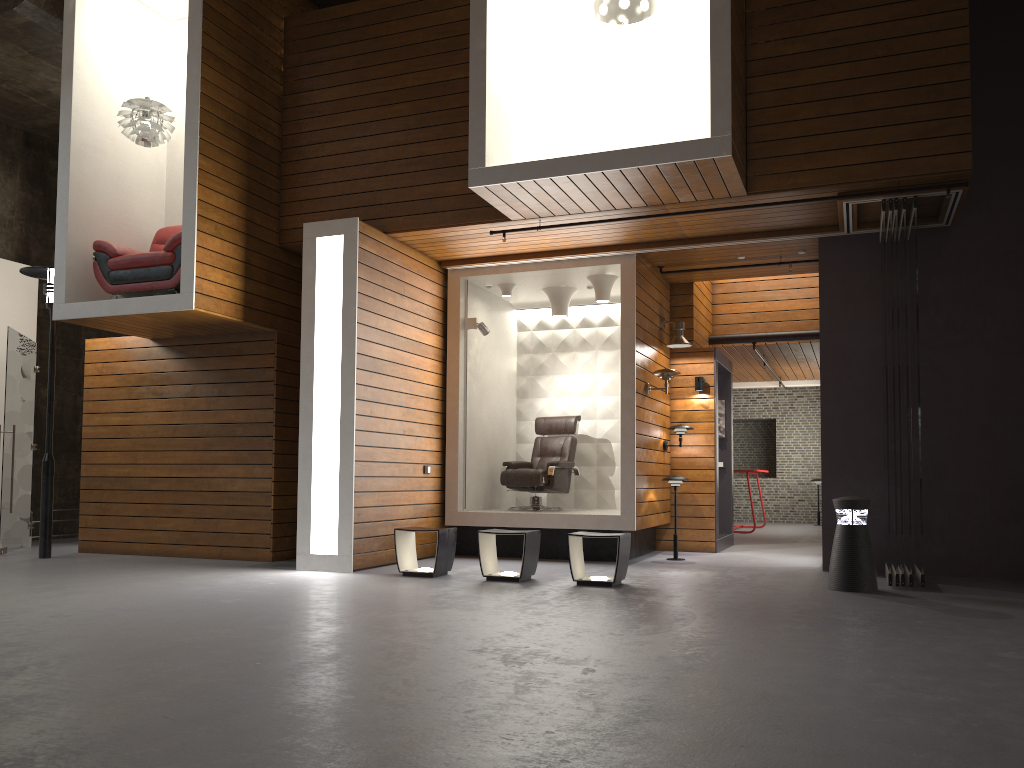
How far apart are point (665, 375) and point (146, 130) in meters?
5.4

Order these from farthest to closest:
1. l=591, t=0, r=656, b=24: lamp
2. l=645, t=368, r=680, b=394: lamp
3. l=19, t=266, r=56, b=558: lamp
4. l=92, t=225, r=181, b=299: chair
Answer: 1. l=645, t=368, r=680, b=394: lamp
2. l=19, t=266, r=56, b=558: lamp
3. l=92, t=225, r=181, b=299: chair
4. l=591, t=0, r=656, b=24: lamp

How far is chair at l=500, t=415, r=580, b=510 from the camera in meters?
9.5 m

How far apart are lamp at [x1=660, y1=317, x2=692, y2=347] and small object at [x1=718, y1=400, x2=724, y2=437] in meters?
1.9

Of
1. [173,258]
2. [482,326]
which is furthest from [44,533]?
[482,326]

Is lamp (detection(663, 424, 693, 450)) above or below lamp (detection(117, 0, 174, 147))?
below

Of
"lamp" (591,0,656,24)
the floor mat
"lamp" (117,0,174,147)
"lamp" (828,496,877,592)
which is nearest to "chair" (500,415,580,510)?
the floor mat

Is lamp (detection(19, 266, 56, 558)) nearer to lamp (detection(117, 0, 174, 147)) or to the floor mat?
lamp (detection(117, 0, 174, 147))

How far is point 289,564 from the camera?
8.1 meters

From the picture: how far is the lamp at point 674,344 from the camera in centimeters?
954cm
